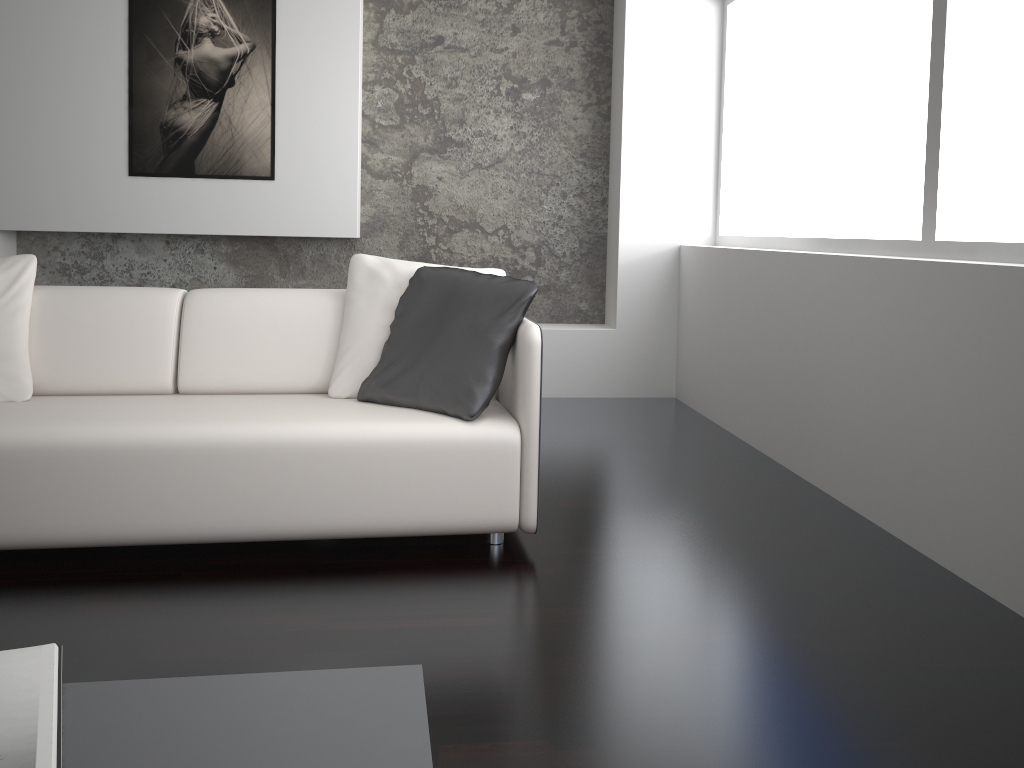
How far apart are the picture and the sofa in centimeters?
177cm

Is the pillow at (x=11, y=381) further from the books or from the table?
the table

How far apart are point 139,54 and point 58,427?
2.8m

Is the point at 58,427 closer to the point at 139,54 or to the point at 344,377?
the point at 344,377

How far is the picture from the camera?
4.4 meters

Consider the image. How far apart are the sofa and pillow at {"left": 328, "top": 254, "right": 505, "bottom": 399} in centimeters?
3cm

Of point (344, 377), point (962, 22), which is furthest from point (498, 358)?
point (962, 22)

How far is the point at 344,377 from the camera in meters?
2.9 m

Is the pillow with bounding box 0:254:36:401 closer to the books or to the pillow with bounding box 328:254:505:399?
the pillow with bounding box 328:254:505:399

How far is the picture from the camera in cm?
444
